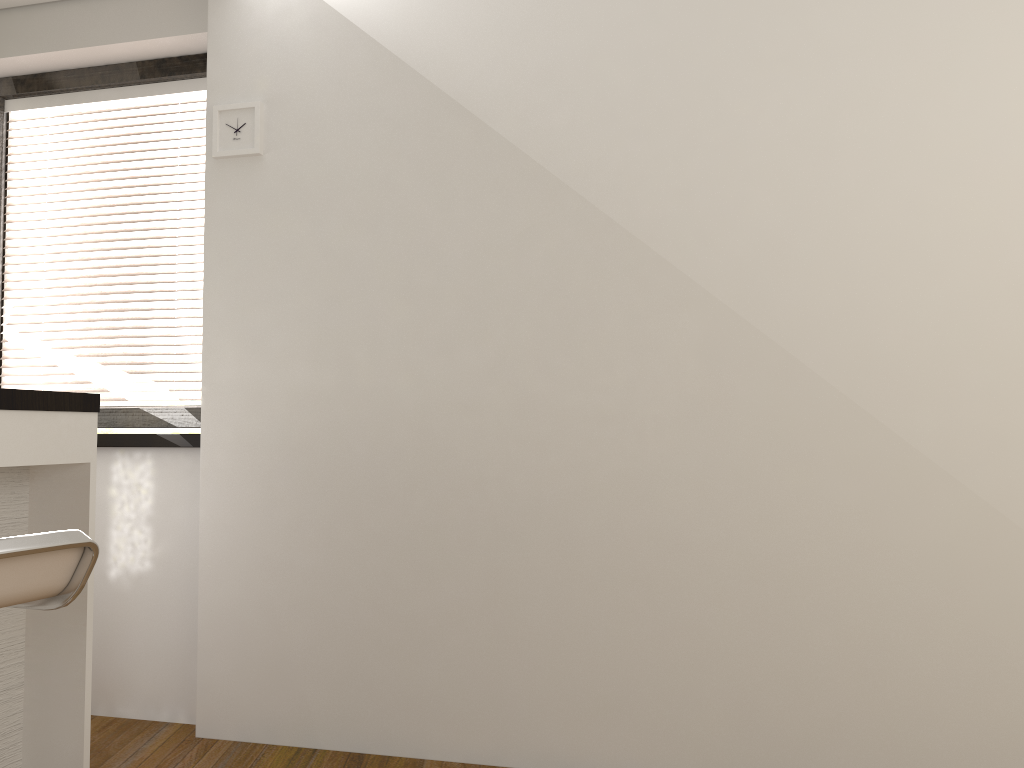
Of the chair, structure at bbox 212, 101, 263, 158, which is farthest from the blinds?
the chair

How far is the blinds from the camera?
3.4 meters

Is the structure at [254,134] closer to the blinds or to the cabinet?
the blinds

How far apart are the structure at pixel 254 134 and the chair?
1.8m

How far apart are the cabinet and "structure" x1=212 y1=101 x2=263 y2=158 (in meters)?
0.99

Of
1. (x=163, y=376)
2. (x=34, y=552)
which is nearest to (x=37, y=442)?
(x=34, y=552)

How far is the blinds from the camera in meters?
3.4

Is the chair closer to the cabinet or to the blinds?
the cabinet

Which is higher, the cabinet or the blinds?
the blinds

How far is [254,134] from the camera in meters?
3.0 m
